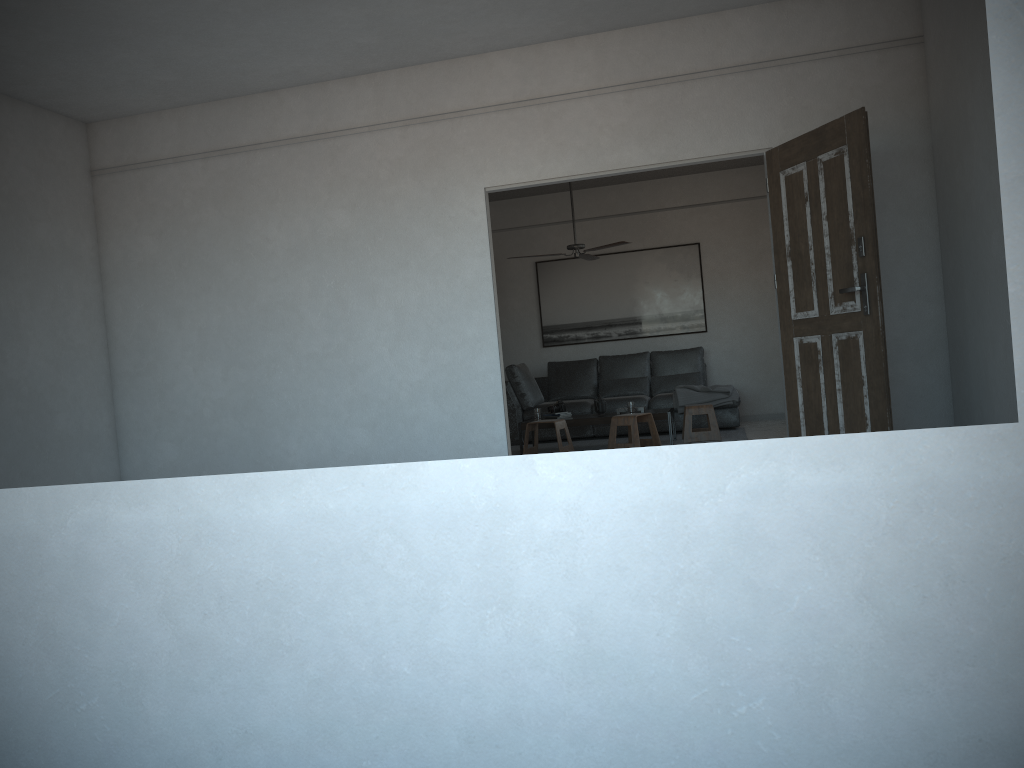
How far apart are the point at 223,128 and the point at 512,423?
4.62m

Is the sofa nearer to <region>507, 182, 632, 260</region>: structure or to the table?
the table

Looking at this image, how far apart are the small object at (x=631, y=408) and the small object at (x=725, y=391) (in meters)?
1.07

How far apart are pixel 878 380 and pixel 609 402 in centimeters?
504cm

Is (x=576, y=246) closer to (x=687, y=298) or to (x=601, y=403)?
(x=601, y=403)

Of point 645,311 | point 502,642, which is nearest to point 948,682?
point 502,642

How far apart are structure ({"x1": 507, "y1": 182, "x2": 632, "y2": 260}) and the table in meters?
1.6

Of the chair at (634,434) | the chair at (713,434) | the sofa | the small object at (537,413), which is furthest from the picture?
the chair at (634,434)

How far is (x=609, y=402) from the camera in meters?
9.5

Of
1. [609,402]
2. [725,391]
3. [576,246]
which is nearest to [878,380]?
[576,246]
